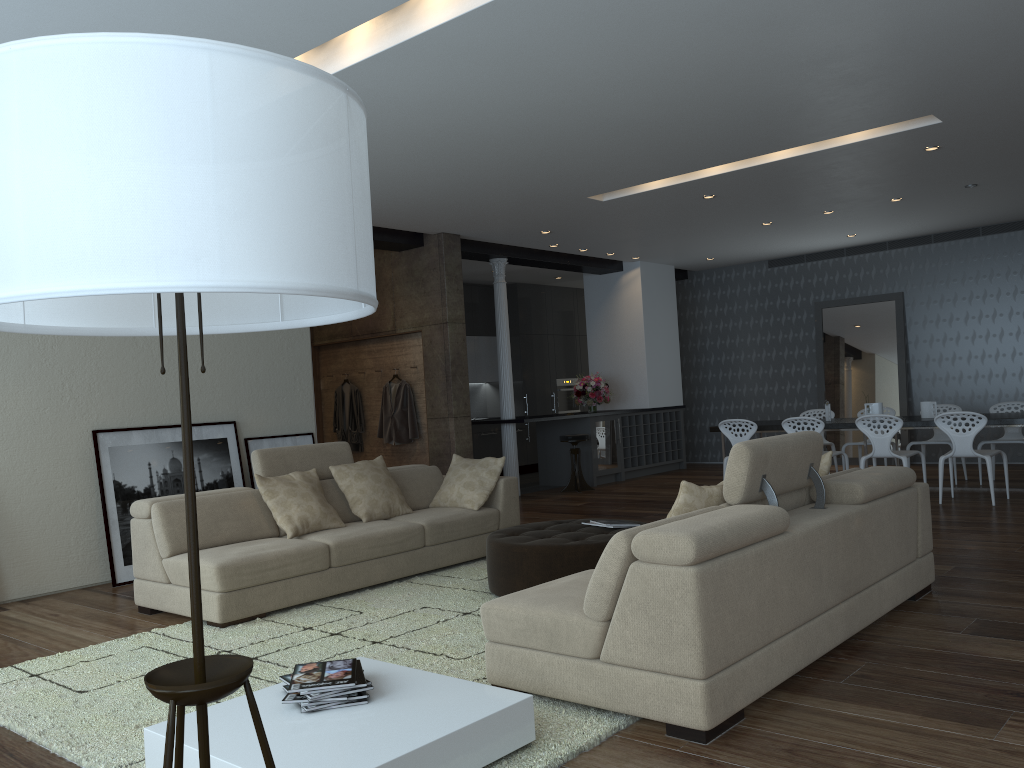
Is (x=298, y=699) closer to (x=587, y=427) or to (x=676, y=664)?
(x=676, y=664)

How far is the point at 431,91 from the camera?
5.2m

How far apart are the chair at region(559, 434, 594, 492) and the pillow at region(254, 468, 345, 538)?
5.1 meters

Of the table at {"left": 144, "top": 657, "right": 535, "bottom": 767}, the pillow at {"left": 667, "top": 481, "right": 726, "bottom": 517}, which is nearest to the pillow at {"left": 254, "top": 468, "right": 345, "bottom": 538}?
the table at {"left": 144, "top": 657, "right": 535, "bottom": 767}

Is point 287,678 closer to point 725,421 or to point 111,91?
point 111,91

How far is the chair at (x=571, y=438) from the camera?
10.8m

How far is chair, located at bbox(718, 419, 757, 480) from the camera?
9.2m

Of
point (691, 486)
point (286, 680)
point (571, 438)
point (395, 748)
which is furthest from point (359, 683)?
point (571, 438)

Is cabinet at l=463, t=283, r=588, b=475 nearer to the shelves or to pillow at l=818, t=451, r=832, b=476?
the shelves

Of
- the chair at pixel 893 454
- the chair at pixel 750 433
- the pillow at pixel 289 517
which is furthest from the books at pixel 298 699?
the chair at pixel 750 433
